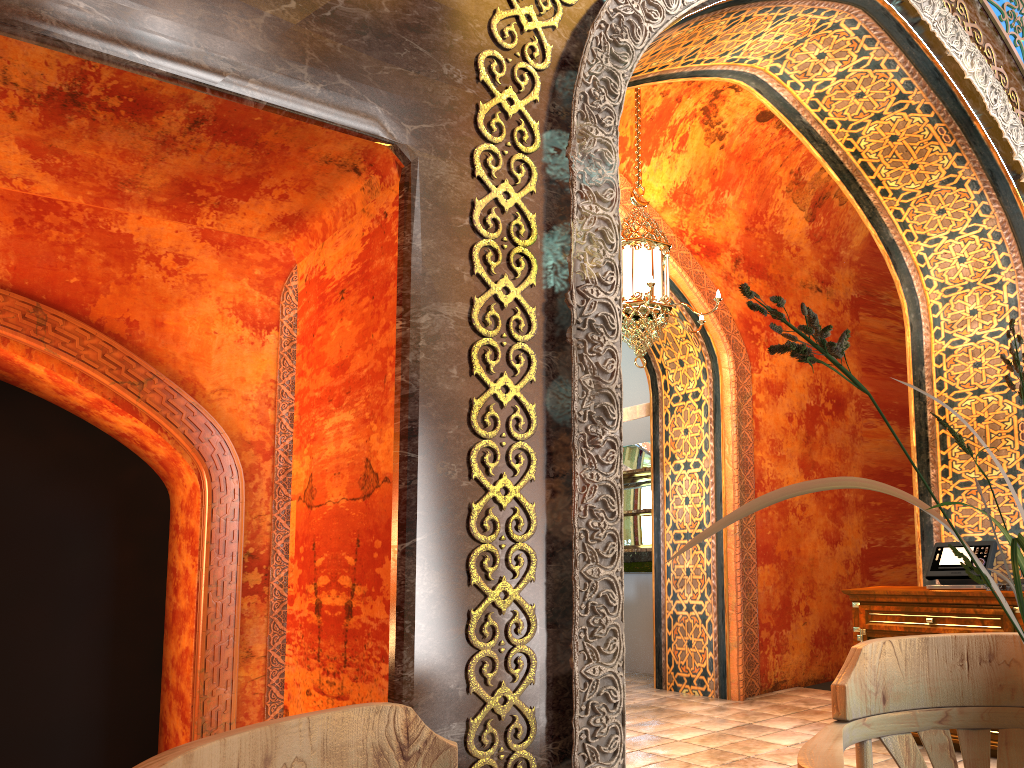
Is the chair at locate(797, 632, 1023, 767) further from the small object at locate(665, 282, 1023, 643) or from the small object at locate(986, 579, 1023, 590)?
the small object at locate(986, 579, 1023, 590)

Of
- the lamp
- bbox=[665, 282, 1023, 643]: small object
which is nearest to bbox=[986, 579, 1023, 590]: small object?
the lamp

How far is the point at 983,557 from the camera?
5.29m

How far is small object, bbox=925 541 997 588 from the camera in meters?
5.3

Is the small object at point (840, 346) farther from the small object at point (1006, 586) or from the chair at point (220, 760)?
the small object at point (1006, 586)

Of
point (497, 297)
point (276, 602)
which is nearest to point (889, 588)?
point (276, 602)

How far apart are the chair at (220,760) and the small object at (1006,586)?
4.6m

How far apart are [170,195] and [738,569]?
5.7 meters

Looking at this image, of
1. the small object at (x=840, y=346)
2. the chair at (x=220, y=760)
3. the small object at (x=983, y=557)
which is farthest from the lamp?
the small object at (x=840, y=346)

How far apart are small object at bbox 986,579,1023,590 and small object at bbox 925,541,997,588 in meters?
0.2 m
